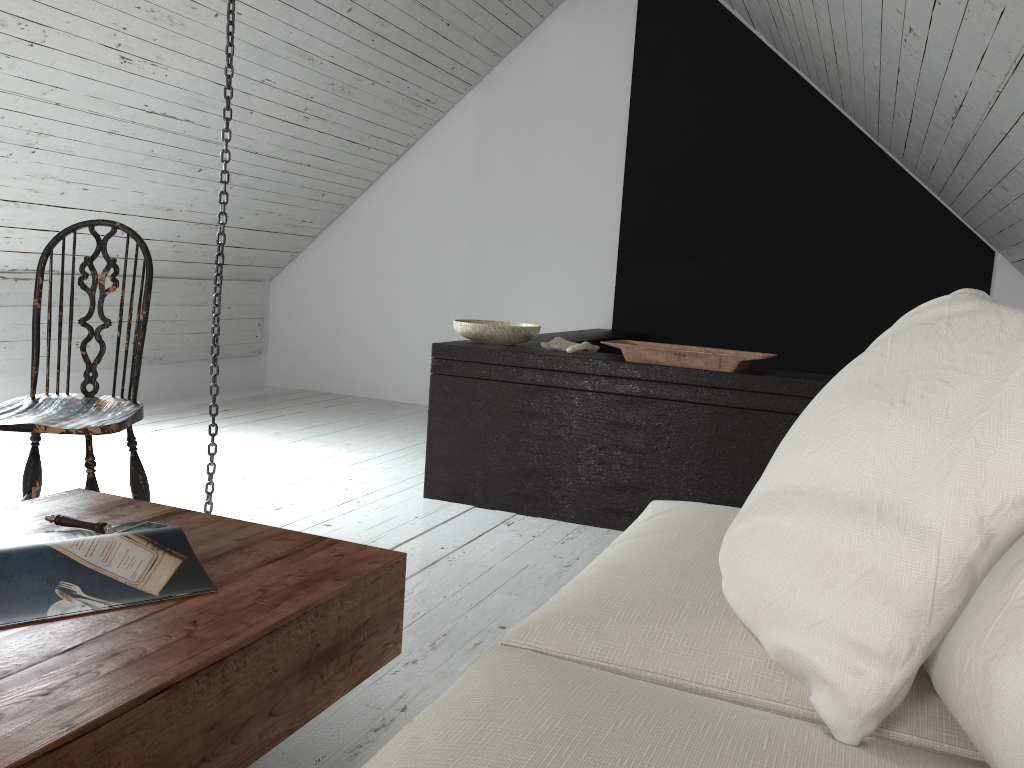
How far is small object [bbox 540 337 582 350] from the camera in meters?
3.2

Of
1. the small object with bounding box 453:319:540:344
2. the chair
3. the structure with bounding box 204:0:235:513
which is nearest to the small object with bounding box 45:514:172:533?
the chair

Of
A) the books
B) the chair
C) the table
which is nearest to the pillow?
the table

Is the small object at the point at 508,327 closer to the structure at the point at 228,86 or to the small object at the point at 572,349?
the small object at the point at 572,349

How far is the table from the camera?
0.9 meters

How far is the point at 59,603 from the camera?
1.17m

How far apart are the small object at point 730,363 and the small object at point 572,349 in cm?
13

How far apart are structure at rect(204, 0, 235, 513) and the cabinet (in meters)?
0.78

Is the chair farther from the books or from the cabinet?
the cabinet

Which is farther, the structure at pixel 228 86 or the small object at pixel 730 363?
the small object at pixel 730 363
